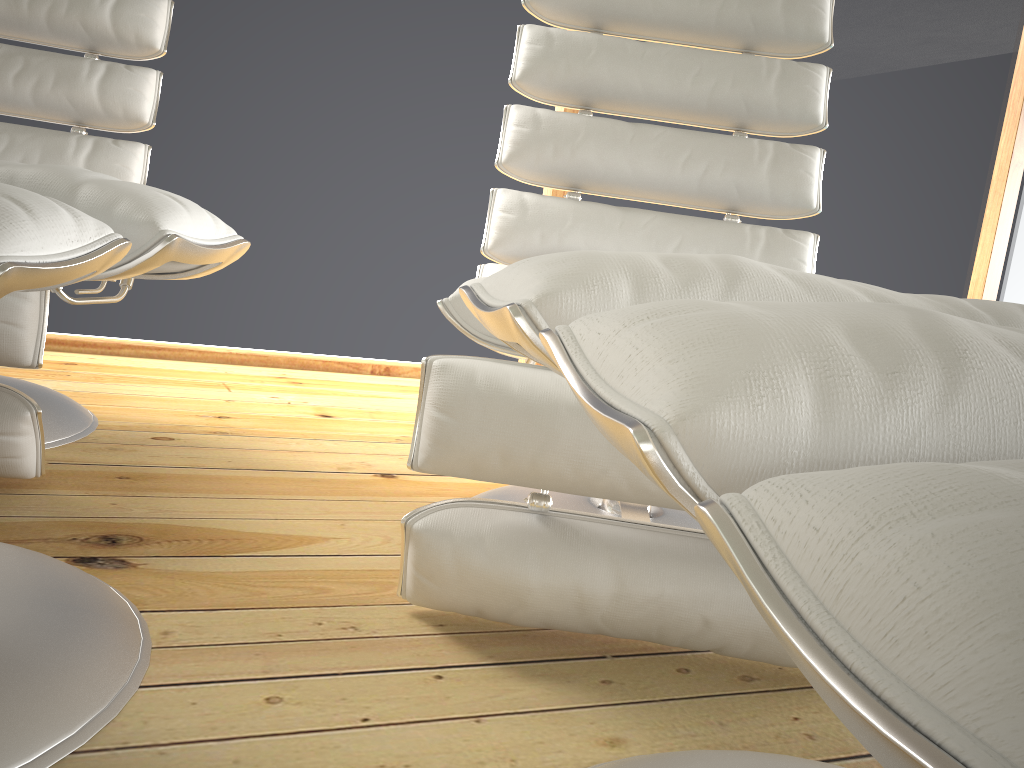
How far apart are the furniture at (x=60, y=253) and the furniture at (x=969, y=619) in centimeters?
26cm

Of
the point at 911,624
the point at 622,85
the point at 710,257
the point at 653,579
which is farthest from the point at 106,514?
the point at 911,624

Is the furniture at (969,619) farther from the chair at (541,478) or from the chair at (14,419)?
the chair at (14,419)

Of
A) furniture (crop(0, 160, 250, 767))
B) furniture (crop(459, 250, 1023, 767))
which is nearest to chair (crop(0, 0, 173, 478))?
furniture (crop(0, 160, 250, 767))

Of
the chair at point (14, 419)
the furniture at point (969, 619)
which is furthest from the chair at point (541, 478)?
the chair at point (14, 419)

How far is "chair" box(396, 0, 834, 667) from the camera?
0.9m

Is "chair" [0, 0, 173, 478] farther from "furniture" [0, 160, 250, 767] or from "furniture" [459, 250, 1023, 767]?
"furniture" [459, 250, 1023, 767]

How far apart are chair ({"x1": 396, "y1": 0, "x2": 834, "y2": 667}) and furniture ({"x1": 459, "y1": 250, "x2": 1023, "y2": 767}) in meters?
0.2 m

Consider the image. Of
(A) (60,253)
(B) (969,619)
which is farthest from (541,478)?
(B) (969,619)

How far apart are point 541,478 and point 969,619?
0.72m
